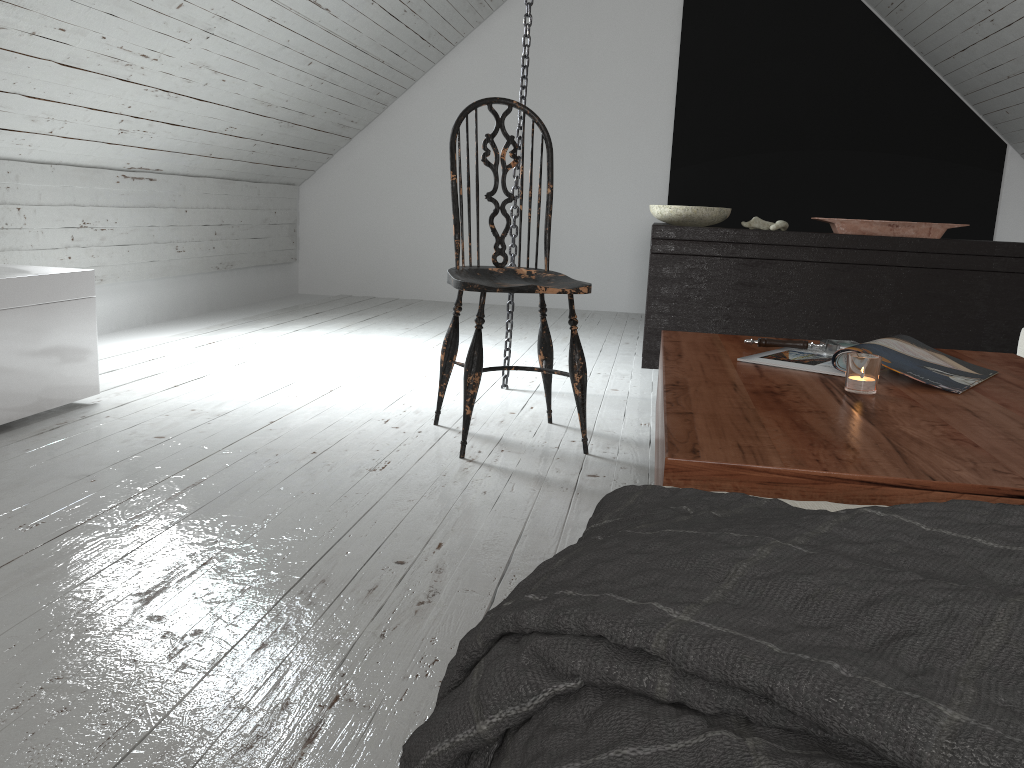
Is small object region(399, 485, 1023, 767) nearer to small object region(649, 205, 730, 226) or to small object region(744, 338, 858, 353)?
small object region(744, 338, 858, 353)

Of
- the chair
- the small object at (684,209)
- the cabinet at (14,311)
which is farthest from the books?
the small object at (684,209)

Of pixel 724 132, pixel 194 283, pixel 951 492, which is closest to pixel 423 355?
pixel 194 283

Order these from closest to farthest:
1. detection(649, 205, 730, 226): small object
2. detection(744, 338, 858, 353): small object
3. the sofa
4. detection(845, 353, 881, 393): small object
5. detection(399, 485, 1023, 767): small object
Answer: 1. detection(399, 485, 1023, 767): small object
2. the sofa
3. detection(845, 353, 881, 393): small object
4. detection(744, 338, 858, 353): small object
5. detection(649, 205, 730, 226): small object

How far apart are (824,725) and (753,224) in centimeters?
346cm

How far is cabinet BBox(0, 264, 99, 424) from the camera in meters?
2.2

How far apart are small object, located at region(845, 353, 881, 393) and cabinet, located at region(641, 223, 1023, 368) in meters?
2.2 m

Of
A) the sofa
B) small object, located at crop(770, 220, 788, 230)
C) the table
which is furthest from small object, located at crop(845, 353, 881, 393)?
small object, located at crop(770, 220, 788, 230)

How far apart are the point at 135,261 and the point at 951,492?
3.94m

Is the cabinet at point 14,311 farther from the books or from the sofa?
the sofa
